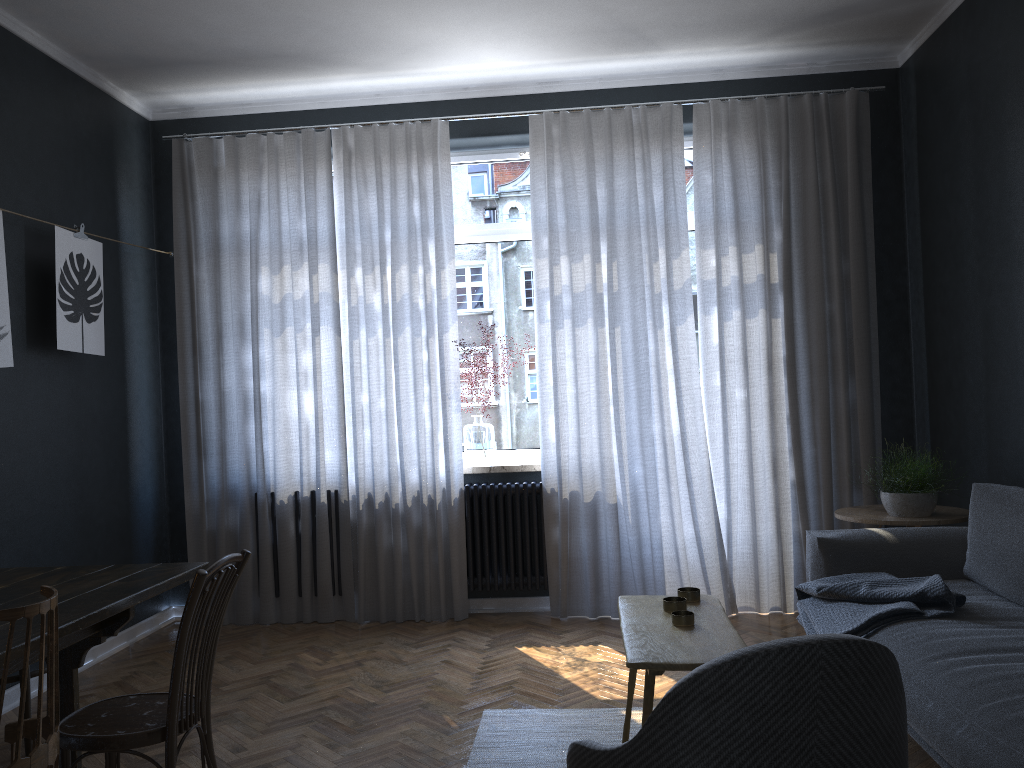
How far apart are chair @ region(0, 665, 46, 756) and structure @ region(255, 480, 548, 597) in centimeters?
234cm

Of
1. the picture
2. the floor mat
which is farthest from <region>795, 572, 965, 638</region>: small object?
A: the picture

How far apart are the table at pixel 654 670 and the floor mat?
0.23m

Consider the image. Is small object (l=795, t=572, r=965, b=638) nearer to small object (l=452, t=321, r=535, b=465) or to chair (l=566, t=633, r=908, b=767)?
chair (l=566, t=633, r=908, b=767)

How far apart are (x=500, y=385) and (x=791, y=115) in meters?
2.2

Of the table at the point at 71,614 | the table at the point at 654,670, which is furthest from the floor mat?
Answer: the table at the point at 71,614

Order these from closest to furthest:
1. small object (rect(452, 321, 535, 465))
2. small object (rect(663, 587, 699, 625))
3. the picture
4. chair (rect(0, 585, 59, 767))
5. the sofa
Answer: chair (rect(0, 585, 59, 767)), the sofa, small object (rect(663, 587, 699, 625)), the picture, small object (rect(452, 321, 535, 465))

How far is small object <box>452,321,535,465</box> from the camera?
5.0 meters

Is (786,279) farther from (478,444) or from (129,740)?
(129,740)

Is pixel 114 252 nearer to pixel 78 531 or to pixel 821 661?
pixel 78 531
